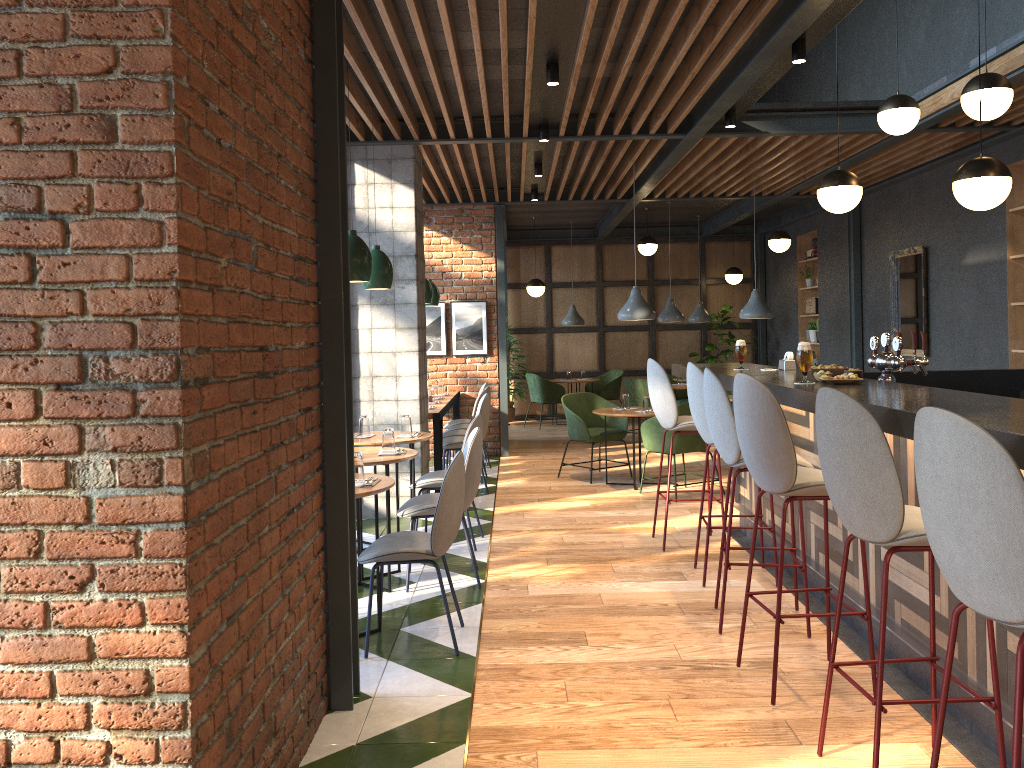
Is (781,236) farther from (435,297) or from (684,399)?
(435,297)

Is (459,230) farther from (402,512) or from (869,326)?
(402,512)

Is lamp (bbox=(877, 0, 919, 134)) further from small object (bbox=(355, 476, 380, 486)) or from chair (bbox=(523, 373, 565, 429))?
chair (bbox=(523, 373, 565, 429))

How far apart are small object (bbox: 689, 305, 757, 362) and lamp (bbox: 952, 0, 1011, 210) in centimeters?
918cm

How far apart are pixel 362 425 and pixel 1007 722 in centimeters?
423cm

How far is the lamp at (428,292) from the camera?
8.83m

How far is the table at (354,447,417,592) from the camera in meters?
4.9

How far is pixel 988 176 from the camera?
4.3m

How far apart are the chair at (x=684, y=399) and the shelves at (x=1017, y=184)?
5.0m

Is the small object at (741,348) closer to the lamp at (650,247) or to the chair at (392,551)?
the chair at (392,551)
